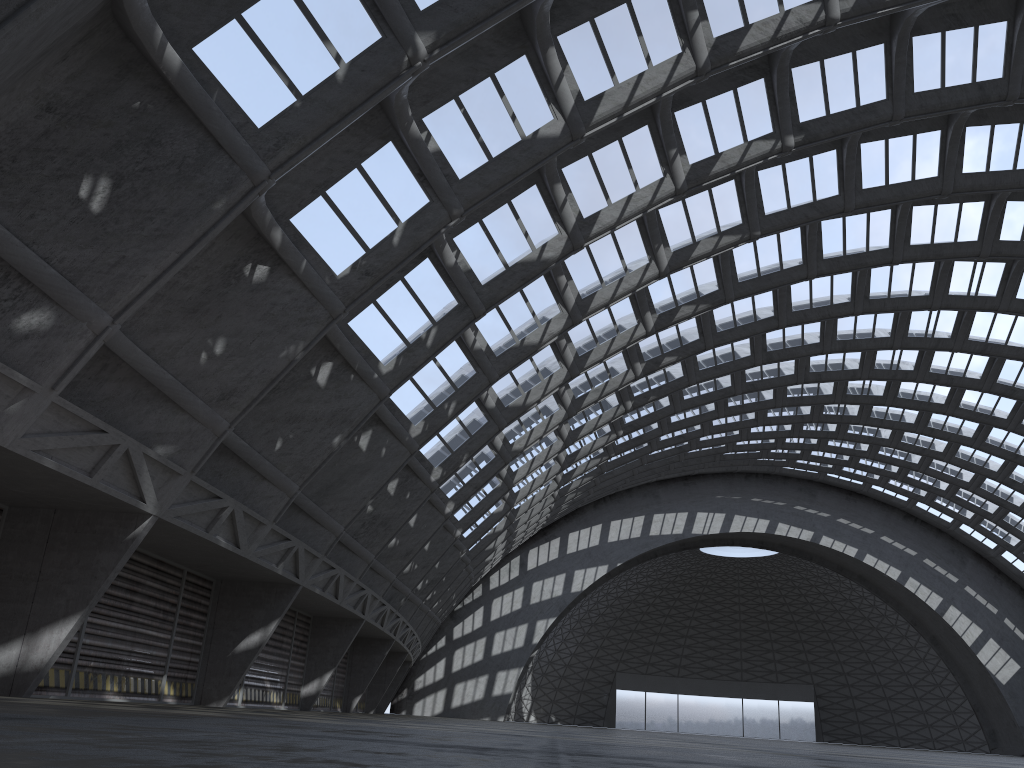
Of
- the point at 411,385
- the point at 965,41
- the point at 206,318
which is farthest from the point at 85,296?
the point at 965,41
